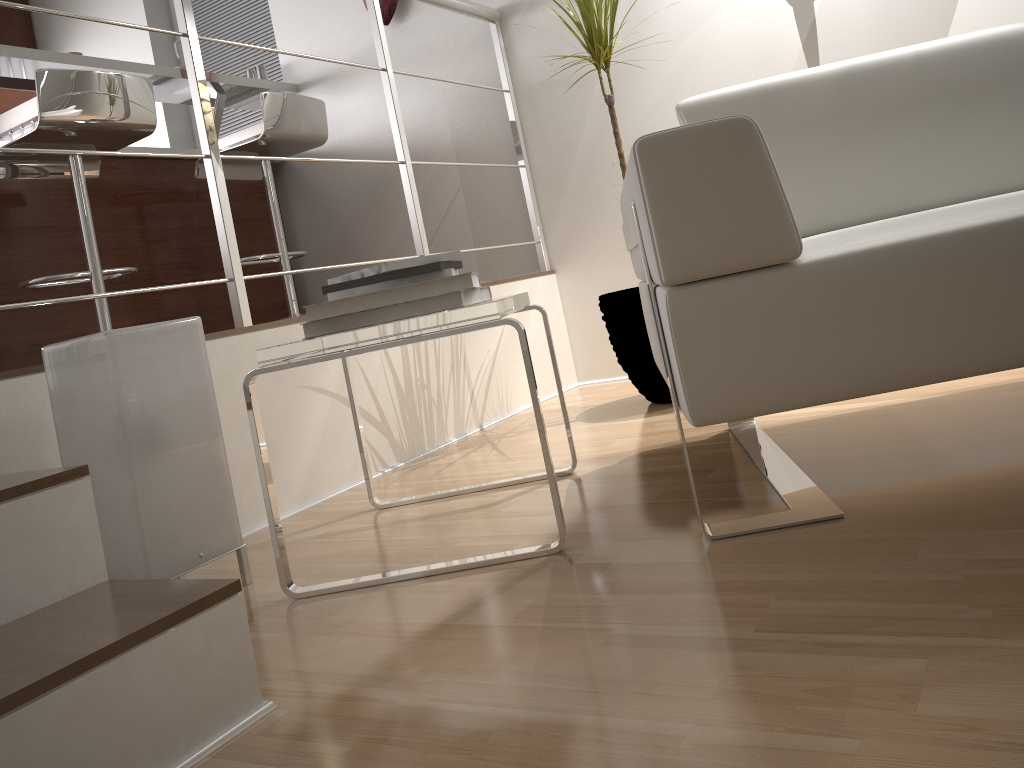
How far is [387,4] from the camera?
3.5m

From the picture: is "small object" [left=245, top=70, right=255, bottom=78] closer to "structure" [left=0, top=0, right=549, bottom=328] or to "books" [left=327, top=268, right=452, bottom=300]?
"structure" [left=0, top=0, right=549, bottom=328]

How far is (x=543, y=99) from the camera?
3.2m

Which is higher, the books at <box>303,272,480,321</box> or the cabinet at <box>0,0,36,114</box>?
the cabinet at <box>0,0,36,114</box>

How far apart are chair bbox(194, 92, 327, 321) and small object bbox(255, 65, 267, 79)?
0.5m

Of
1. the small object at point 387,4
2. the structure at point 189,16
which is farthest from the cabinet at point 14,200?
the structure at point 189,16

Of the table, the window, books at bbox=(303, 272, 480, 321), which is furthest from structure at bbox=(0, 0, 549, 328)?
the window

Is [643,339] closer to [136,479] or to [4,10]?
[136,479]

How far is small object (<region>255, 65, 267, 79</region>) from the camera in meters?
3.8

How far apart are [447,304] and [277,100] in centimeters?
202cm
